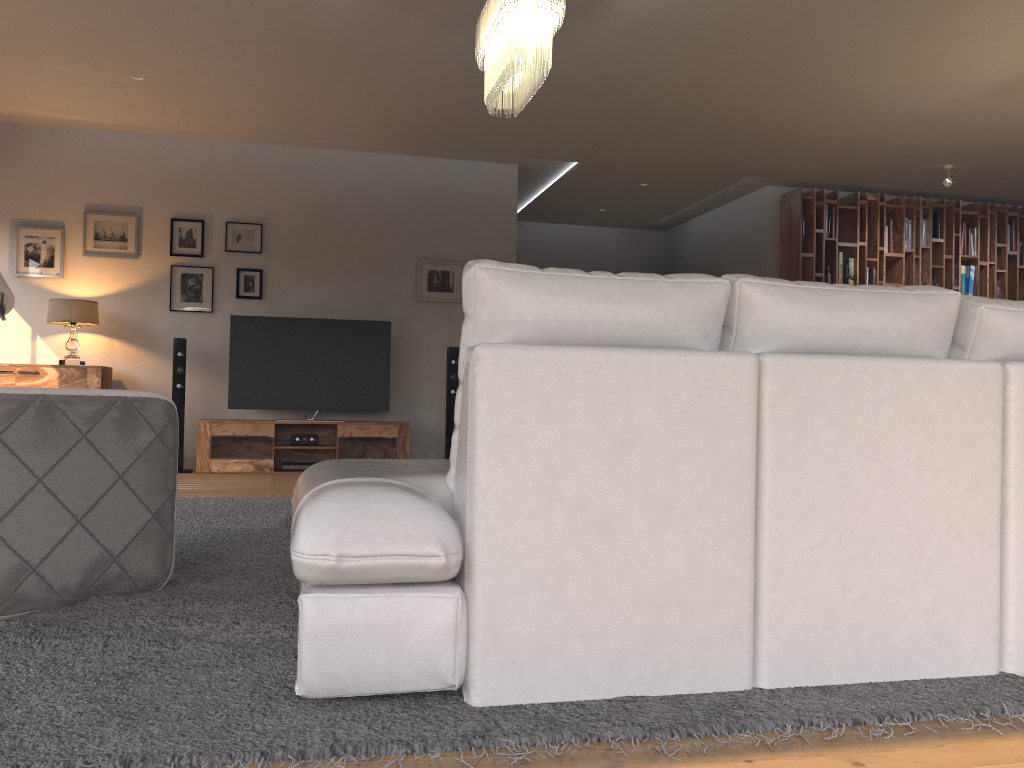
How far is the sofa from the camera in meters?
1.8 m

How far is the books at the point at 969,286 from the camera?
8.86m

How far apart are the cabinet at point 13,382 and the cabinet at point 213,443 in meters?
0.8

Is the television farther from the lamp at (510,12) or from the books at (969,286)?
the books at (969,286)

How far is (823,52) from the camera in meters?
5.3

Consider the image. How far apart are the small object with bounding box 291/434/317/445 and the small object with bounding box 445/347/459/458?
1.1 meters

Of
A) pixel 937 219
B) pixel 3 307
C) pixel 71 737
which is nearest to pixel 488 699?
pixel 71 737

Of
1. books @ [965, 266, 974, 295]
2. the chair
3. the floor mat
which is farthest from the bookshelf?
the chair

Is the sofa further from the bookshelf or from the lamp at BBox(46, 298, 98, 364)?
the bookshelf

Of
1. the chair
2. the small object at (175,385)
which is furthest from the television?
the chair
